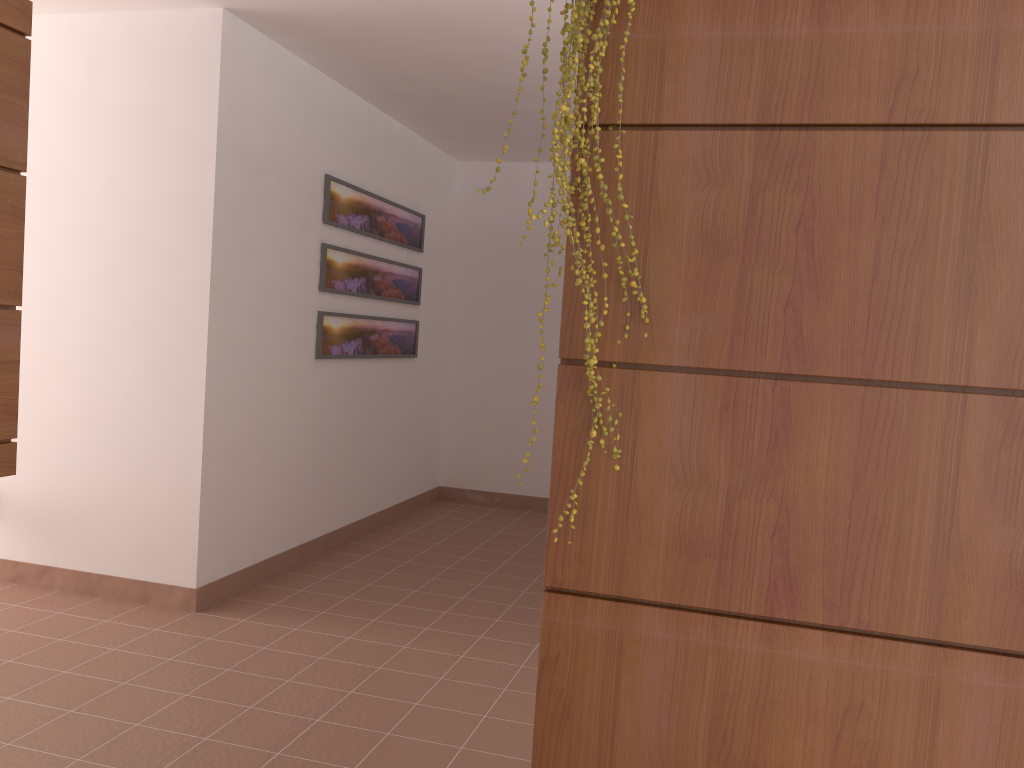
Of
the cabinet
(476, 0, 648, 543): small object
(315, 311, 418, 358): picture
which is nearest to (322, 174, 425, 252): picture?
(315, 311, 418, 358): picture

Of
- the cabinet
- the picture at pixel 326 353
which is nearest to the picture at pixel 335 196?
the picture at pixel 326 353

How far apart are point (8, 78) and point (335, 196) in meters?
2.5

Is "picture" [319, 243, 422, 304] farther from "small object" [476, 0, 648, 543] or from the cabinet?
"small object" [476, 0, 648, 543]

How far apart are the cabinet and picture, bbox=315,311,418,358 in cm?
234

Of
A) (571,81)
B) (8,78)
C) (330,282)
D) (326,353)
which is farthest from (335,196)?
(571,81)

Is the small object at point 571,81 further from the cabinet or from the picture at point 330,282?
the picture at point 330,282

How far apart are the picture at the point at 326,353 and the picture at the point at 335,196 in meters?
0.5 m

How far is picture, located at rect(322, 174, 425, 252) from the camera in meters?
4.7

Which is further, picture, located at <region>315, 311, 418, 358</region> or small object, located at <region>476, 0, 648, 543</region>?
picture, located at <region>315, 311, 418, 358</region>
